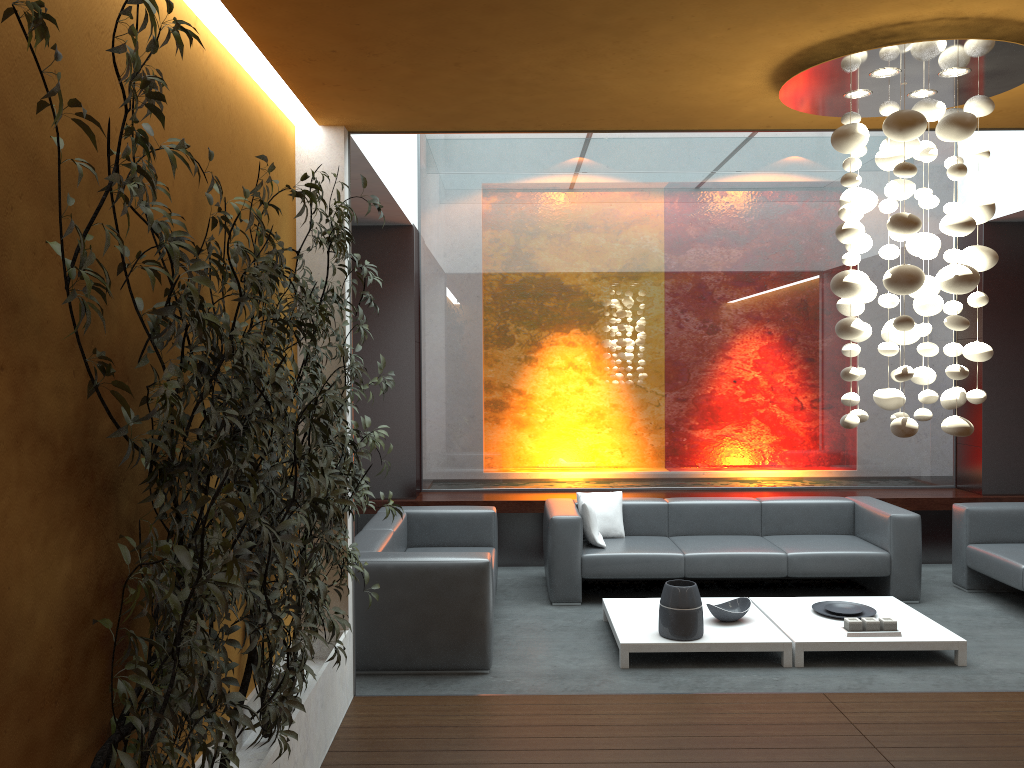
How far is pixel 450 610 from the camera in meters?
5.0 m

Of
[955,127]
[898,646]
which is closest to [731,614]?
[898,646]

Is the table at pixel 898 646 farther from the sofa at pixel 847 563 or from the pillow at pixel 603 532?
the pillow at pixel 603 532

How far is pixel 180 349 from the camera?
2.94m

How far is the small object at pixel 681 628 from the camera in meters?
5.2 m

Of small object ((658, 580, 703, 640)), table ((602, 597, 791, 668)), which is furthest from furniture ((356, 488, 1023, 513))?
small object ((658, 580, 703, 640))

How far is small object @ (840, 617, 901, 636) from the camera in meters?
5.2

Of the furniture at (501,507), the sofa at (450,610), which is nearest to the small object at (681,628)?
the sofa at (450,610)

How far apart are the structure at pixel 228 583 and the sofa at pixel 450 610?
0.80m

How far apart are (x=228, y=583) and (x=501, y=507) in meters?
5.9
